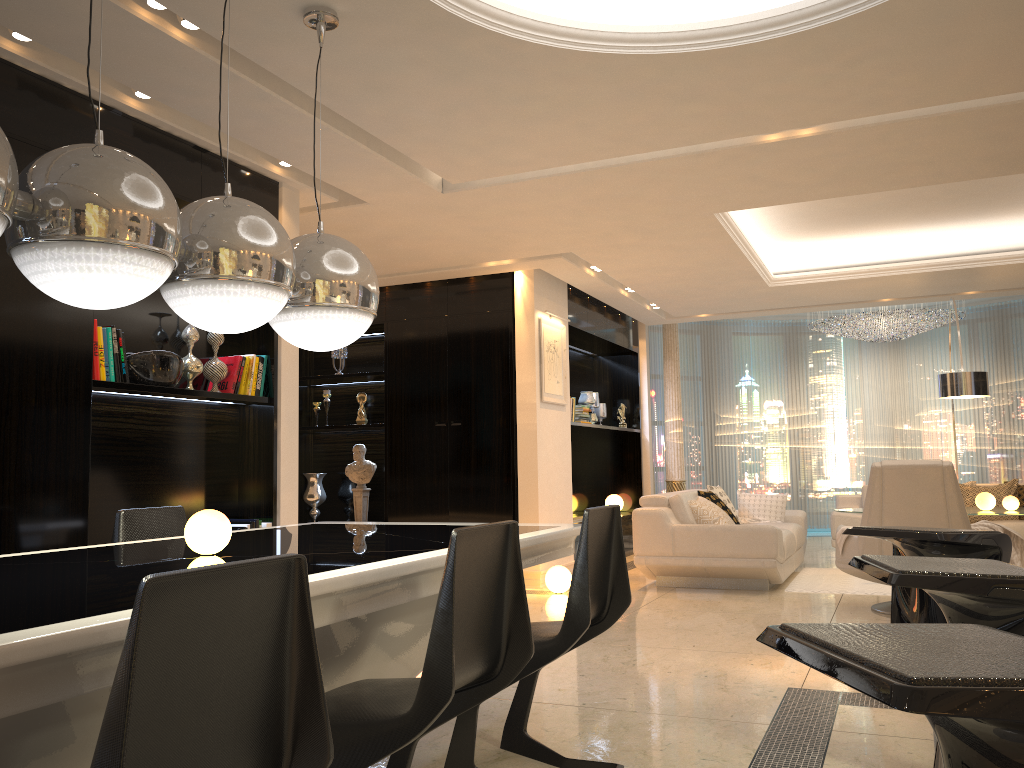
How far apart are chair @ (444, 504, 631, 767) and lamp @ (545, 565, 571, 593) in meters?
3.8

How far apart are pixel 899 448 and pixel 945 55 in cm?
970

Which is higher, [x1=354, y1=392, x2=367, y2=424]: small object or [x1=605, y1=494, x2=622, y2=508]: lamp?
[x1=354, y1=392, x2=367, y2=424]: small object

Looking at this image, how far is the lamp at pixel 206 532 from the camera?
2.4 meters

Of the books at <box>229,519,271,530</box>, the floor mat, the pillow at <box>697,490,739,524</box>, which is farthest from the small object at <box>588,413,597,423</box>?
the books at <box>229,519,271,530</box>

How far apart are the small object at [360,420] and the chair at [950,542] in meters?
6.1 m

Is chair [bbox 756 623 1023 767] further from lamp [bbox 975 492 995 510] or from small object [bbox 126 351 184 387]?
lamp [bbox 975 492 995 510]

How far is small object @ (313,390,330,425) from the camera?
Result: 8.4m

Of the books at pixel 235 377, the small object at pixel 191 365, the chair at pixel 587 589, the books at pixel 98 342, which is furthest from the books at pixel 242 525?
the chair at pixel 587 589

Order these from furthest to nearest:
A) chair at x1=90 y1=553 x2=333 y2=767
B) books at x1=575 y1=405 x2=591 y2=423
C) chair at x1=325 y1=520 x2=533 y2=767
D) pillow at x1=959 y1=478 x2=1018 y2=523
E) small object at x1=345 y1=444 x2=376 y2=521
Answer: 1. books at x1=575 y1=405 x2=591 y2=423
2. small object at x1=345 y1=444 x2=376 y2=521
3. pillow at x1=959 y1=478 x2=1018 y2=523
4. chair at x1=325 y1=520 x2=533 y2=767
5. chair at x1=90 y1=553 x2=333 y2=767
